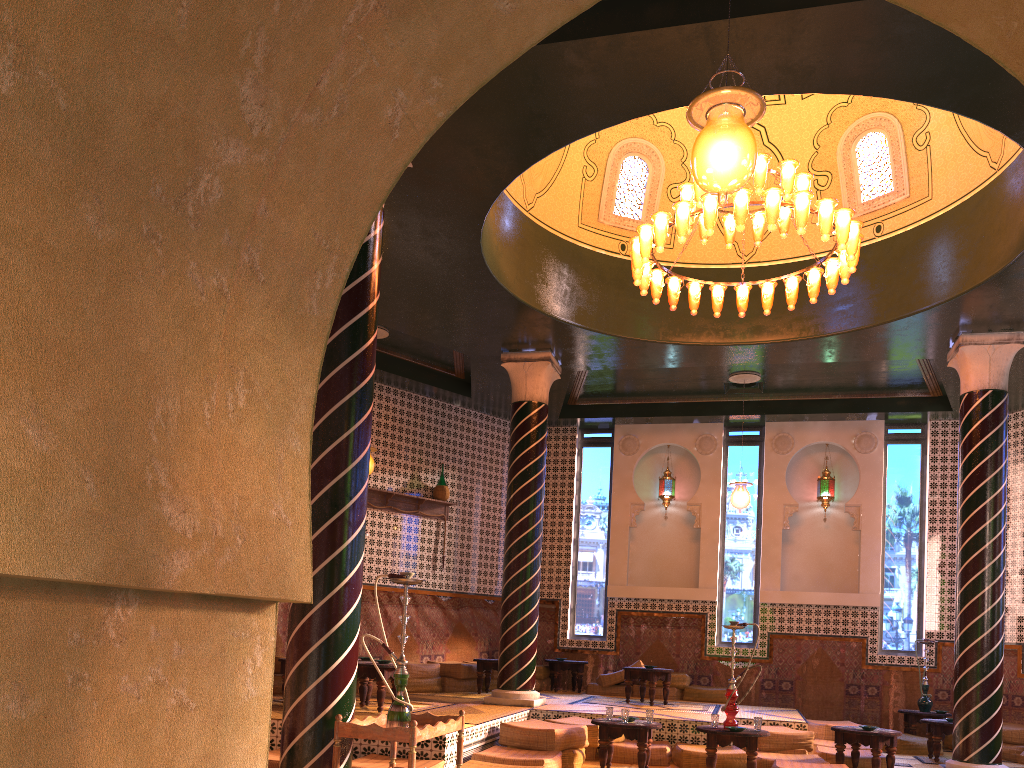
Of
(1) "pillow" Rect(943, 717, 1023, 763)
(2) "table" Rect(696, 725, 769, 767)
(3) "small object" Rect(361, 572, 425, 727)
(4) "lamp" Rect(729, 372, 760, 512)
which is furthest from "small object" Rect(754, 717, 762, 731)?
(1) "pillow" Rect(943, 717, 1023, 763)

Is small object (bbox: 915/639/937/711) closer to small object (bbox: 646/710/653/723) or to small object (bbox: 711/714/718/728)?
small object (bbox: 711/714/718/728)

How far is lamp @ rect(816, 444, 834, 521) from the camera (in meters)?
16.10

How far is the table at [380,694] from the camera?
10.1 meters

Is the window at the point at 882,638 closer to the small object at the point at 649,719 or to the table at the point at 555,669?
the table at the point at 555,669

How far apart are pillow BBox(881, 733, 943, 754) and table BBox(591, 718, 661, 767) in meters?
5.4

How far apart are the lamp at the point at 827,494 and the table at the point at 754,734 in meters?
7.6 m

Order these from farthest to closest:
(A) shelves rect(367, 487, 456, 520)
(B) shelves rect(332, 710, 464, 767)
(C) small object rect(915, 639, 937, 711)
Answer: (A) shelves rect(367, 487, 456, 520) < (C) small object rect(915, 639, 937, 711) < (B) shelves rect(332, 710, 464, 767)

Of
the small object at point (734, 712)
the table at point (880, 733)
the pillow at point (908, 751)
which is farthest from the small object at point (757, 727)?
the pillow at point (908, 751)

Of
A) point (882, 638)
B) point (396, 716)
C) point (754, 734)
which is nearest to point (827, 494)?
point (882, 638)
